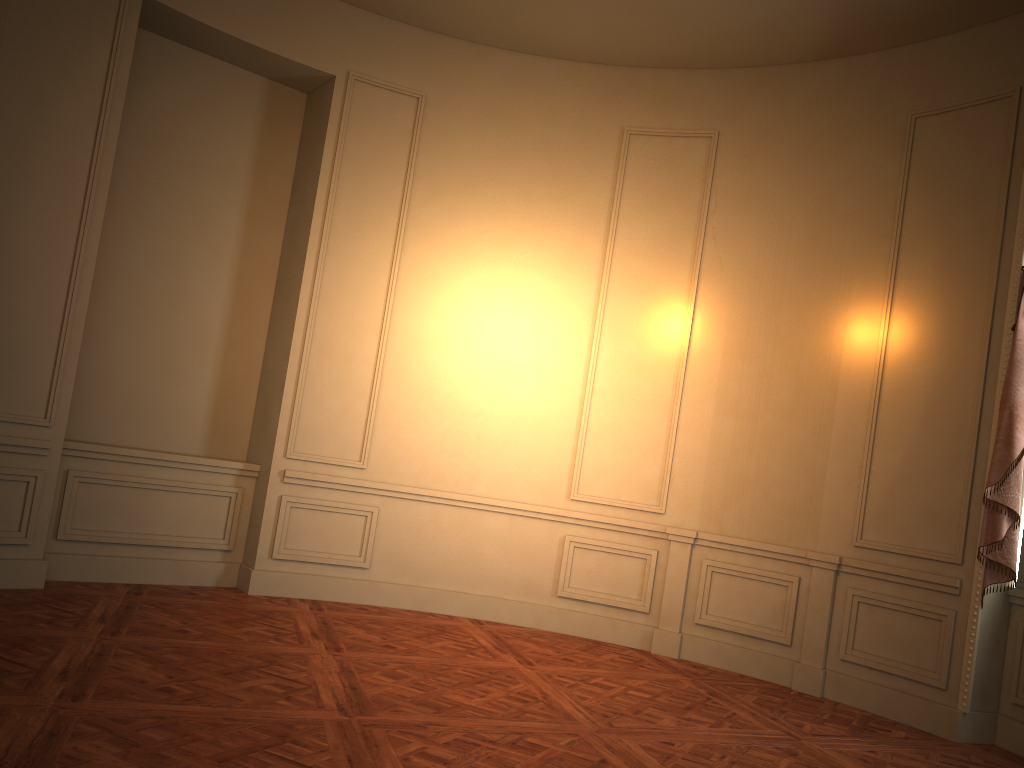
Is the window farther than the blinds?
Yes

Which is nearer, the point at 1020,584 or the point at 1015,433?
the point at 1015,433

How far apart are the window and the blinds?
0.14m

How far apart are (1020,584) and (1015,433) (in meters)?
0.89

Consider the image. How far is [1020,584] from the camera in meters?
5.0 m

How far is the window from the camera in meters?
5.0

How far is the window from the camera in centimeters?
499cm

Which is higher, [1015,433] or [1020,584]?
[1015,433]

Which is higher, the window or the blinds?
the blinds

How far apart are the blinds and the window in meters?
0.1
